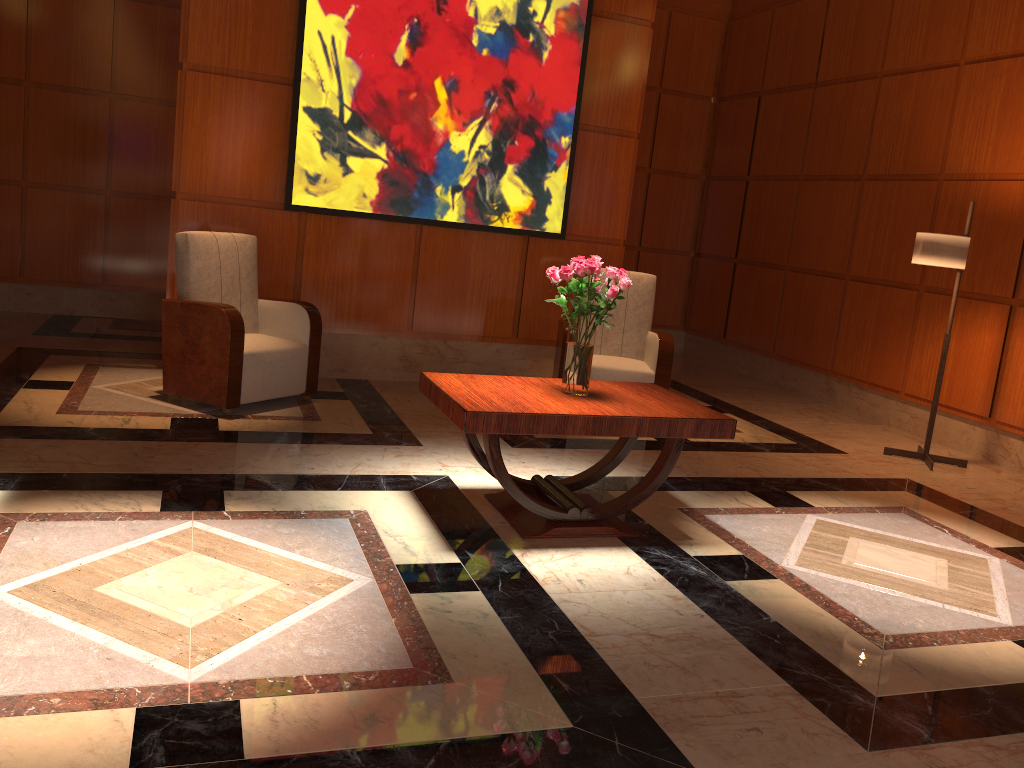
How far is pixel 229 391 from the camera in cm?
484

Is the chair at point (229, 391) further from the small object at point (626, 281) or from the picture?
the small object at point (626, 281)

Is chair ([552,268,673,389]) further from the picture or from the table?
the table

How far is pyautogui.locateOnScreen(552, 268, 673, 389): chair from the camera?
5.79m

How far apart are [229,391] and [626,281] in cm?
241

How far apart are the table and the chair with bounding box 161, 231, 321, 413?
1.47m

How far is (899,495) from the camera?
4.8m

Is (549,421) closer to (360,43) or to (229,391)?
(229,391)

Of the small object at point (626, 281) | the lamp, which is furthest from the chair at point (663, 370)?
the small object at point (626, 281)

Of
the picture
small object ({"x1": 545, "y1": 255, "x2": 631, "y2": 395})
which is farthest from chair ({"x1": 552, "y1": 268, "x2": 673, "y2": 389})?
small object ({"x1": 545, "y1": 255, "x2": 631, "y2": 395})
